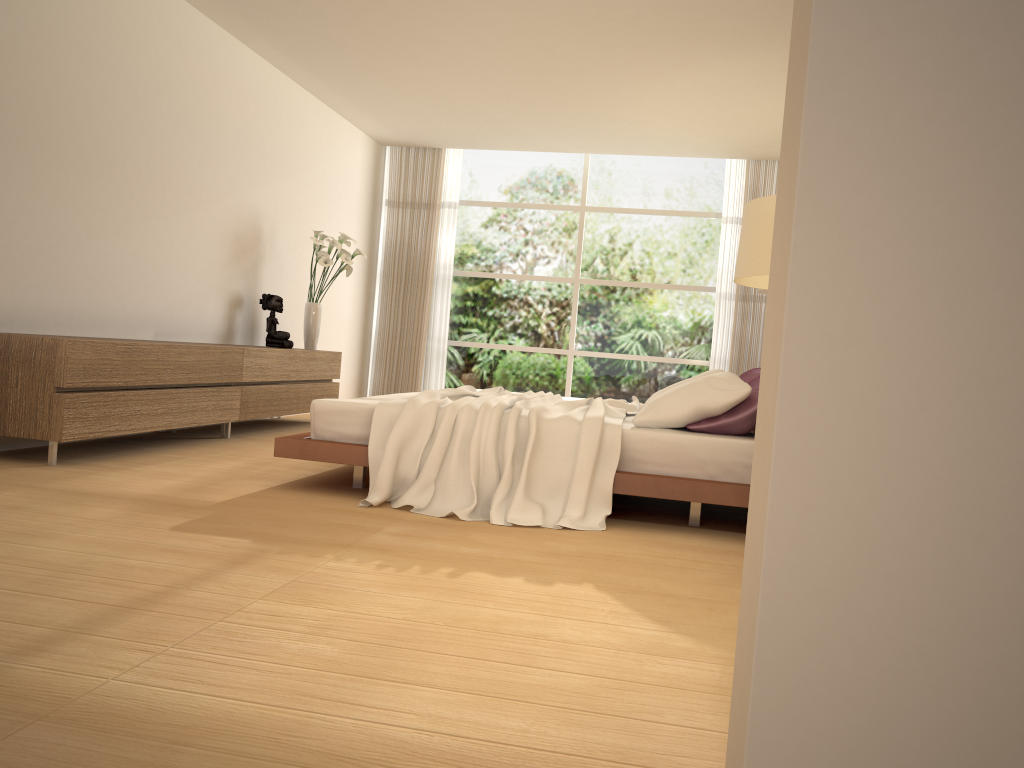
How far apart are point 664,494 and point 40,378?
3.2 meters

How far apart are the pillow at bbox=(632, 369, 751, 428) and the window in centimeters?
473cm

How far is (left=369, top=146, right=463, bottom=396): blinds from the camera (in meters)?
10.41

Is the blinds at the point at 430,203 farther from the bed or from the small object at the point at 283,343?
the bed

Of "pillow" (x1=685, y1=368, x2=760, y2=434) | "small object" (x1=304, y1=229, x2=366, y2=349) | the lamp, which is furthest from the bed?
"small object" (x1=304, y1=229, x2=366, y2=349)

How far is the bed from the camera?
4.10m

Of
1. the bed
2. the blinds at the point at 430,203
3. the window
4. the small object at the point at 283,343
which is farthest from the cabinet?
the window

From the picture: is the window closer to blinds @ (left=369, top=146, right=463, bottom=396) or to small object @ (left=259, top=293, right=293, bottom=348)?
blinds @ (left=369, top=146, right=463, bottom=396)

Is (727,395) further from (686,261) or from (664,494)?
(686,261)

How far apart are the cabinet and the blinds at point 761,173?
4.2m
